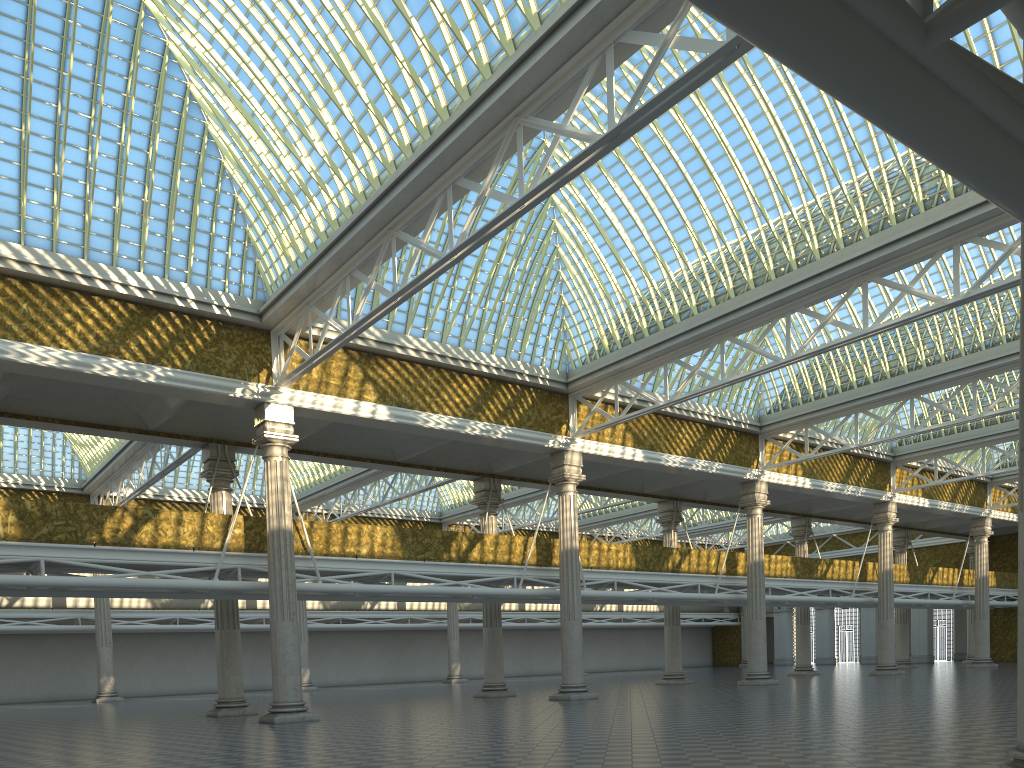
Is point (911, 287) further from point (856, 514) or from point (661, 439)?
point (856, 514)
